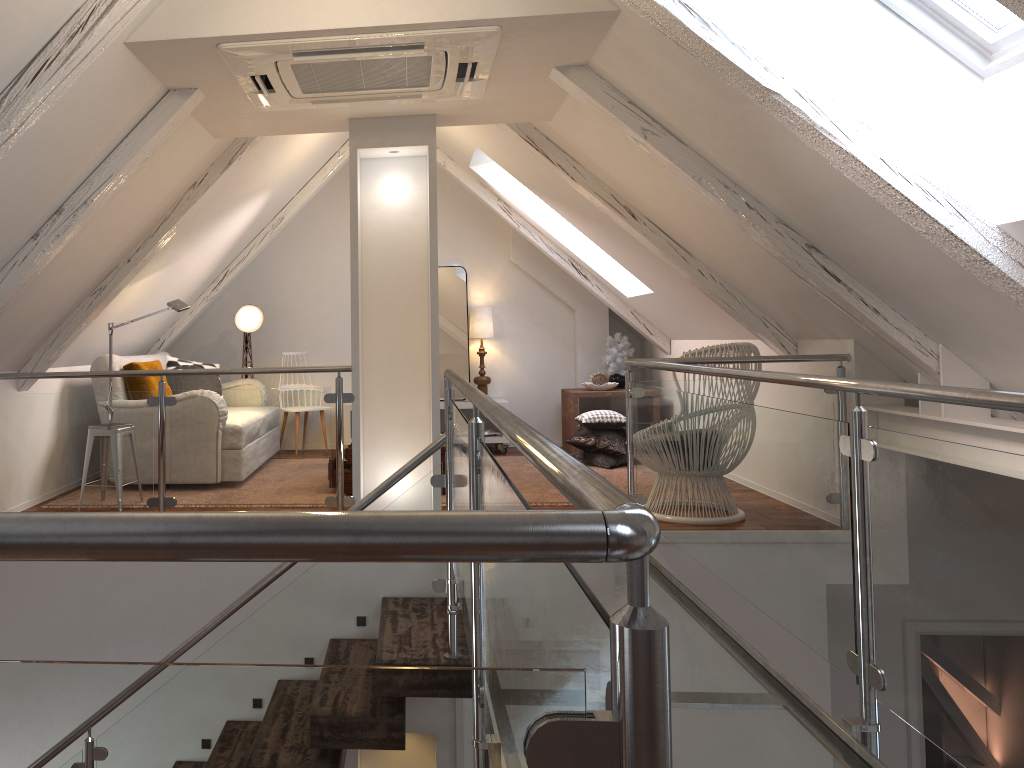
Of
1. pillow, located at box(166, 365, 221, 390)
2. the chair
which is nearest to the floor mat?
the chair

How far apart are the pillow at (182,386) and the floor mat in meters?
1.9 m

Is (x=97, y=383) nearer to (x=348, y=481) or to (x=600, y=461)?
(x=348, y=481)

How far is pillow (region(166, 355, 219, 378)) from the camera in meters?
5.8

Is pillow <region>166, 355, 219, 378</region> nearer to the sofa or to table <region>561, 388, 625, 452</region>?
the sofa

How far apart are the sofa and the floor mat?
1.7 meters

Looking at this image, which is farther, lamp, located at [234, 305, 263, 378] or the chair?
lamp, located at [234, 305, 263, 378]

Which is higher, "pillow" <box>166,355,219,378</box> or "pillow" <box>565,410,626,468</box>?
"pillow" <box>166,355,219,378</box>

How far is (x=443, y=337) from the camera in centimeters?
660cm

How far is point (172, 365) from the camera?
5.8m
